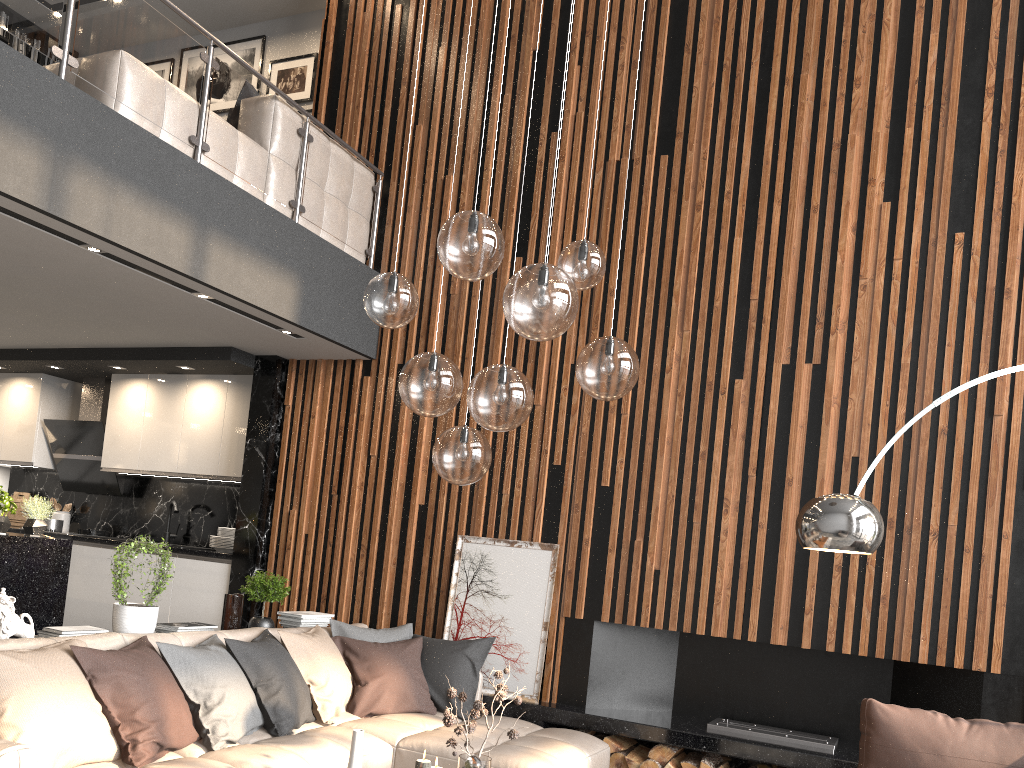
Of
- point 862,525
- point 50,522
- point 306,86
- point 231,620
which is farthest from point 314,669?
point 306,86

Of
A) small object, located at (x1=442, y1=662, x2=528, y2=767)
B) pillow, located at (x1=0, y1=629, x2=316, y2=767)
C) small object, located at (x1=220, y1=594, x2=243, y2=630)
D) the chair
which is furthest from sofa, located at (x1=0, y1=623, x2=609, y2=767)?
the chair

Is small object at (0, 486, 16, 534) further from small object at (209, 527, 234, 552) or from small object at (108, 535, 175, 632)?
small object at (108, 535, 175, 632)

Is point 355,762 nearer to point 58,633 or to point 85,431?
point 58,633

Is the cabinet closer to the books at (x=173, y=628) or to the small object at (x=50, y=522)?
the small object at (x=50, y=522)

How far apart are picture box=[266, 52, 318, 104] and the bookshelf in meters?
2.5 m

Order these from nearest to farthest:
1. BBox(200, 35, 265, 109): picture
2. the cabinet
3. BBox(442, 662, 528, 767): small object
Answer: BBox(442, 662, 528, 767): small object, the cabinet, BBox(200, 35, 265, 109): picture

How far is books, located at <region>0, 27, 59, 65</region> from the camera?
8.43m

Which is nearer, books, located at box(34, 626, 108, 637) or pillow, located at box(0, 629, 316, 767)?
pillow, located at box(0, 629, 316, 767)

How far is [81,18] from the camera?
4.3 meters
